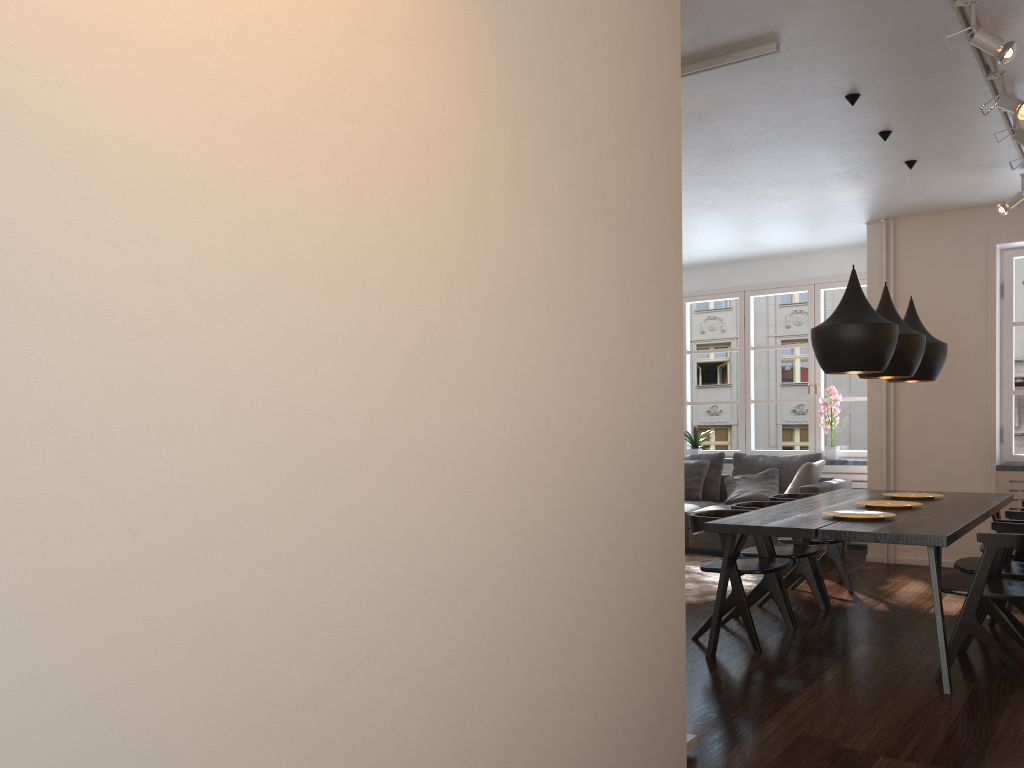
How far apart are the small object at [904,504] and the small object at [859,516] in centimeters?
62cm

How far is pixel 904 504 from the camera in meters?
5.1

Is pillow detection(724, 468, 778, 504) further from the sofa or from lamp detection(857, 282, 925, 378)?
lamp detection(857, 282, 925, 378)

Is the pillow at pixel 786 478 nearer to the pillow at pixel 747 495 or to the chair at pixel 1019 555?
the pillow at pixel 747 495

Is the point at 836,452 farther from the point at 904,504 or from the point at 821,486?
the point at 904,504

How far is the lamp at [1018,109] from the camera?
4.0m

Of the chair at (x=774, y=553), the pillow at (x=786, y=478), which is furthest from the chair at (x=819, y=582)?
the pillow at (x=786, y=478)

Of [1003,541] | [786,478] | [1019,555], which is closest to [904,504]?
[1019,555]

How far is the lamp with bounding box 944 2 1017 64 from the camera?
3.4m

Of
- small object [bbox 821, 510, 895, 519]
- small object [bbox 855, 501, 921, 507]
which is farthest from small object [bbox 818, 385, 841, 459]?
small object [bbox 821, 510, 895, 519]
